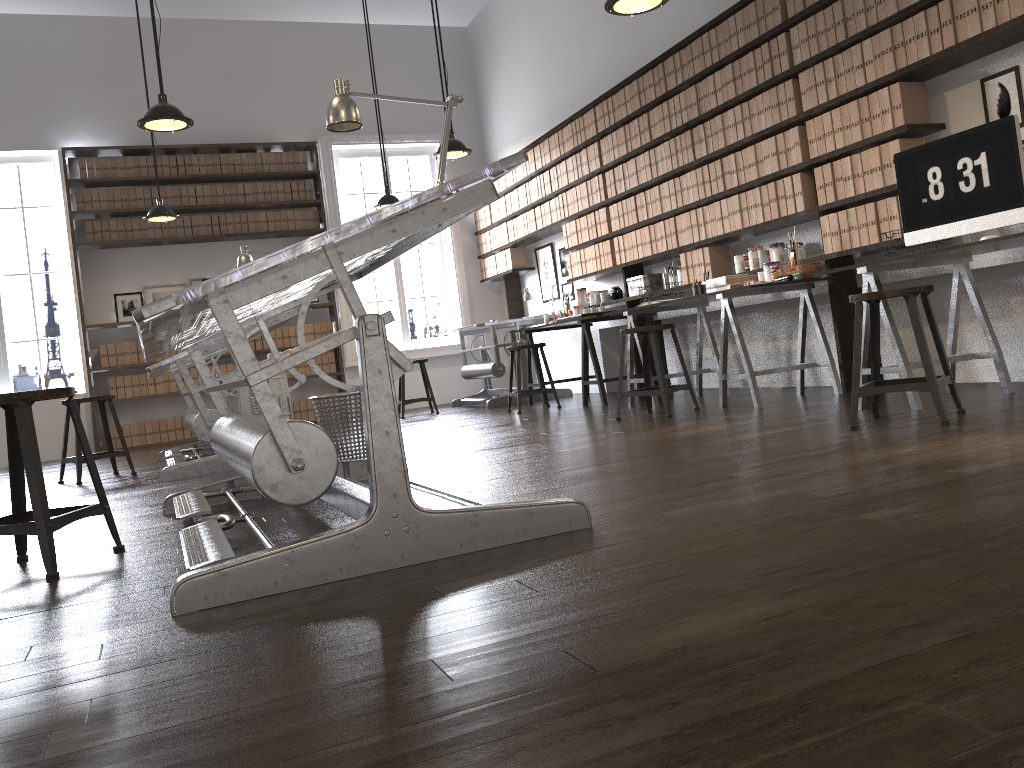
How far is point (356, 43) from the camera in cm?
971

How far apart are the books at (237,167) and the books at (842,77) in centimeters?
642cm

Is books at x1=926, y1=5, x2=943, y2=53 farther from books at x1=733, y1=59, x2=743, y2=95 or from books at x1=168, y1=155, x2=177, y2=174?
books at x1=168, y1=155, x2=177, y2=174

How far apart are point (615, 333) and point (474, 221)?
2.78m

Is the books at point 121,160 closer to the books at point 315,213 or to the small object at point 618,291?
the books at point 315,213

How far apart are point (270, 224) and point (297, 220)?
0.29m

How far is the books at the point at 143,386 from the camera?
8.8 meters

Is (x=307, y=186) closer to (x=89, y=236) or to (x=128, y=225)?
(x=128, y=225)

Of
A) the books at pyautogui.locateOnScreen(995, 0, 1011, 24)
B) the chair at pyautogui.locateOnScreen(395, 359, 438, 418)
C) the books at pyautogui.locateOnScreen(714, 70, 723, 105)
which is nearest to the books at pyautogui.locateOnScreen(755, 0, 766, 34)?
the books at pyautogui.locateOnScreen(714, 70, 723, 105)

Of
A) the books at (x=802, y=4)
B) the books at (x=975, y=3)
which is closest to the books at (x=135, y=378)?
the books at (x=802, y=4)
